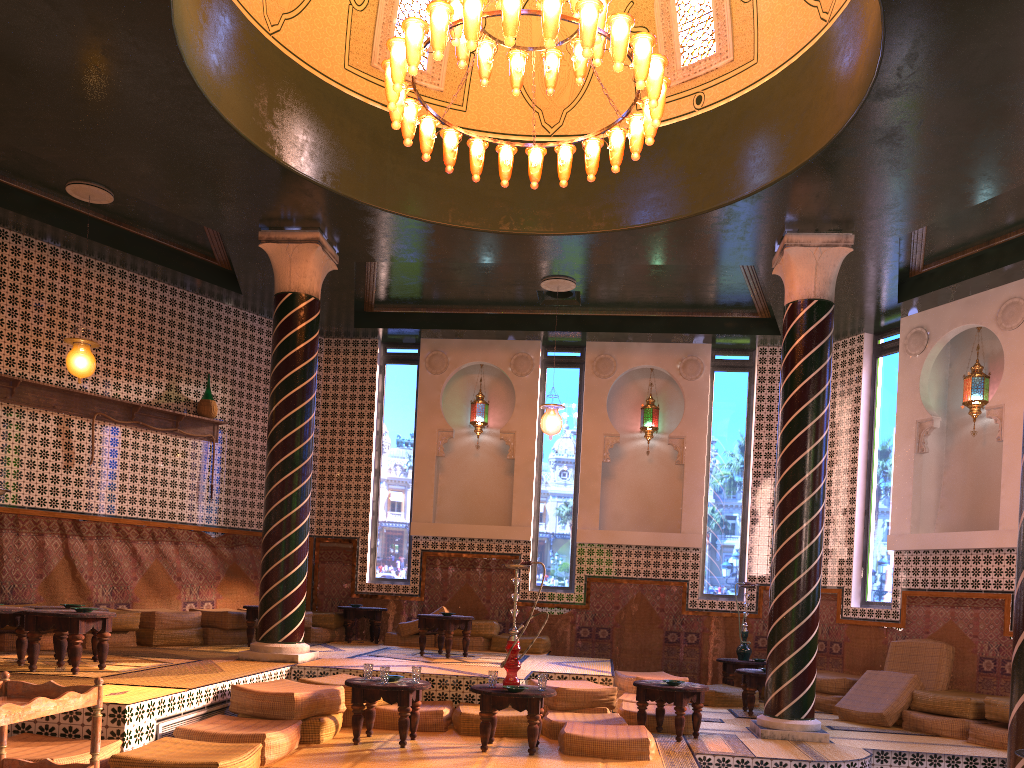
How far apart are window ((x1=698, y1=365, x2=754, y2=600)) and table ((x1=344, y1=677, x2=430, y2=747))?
7.35m

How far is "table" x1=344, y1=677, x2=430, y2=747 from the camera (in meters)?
7.69

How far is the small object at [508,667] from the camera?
7.9 meters

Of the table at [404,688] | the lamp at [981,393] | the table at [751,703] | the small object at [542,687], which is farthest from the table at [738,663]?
the table at [404,688]

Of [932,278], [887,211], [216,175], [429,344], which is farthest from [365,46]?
[932,278]

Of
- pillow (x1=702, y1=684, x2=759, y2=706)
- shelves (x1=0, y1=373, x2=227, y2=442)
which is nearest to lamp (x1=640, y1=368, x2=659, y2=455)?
pillow (x1=702, y1=684, x2=759, y2=706)

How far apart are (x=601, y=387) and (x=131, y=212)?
7.8m

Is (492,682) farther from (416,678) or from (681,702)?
(681,702)

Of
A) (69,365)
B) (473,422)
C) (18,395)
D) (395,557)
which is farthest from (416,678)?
(473,422)

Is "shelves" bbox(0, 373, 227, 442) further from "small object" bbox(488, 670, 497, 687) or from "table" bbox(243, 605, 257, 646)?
"small object" bbox(488, 670, 497, 687)
